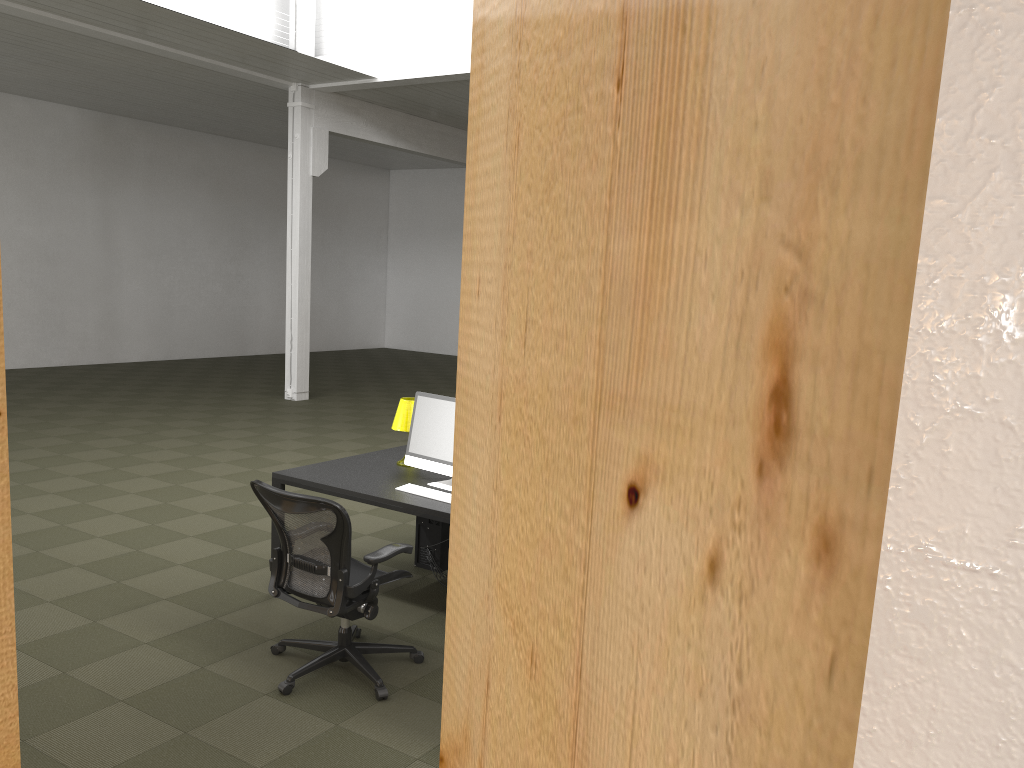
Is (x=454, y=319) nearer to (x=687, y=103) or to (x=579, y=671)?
(x=579, y=671)

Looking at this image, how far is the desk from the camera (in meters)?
4.75

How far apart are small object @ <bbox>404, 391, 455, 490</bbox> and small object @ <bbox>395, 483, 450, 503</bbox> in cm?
18

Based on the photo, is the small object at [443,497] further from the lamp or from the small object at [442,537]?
the small object at [442,537]

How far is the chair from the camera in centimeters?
392cm

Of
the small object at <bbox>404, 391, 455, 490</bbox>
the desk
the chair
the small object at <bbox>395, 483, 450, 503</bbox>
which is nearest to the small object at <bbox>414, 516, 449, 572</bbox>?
the desk

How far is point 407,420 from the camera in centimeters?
557cm

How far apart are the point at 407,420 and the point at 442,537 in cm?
87

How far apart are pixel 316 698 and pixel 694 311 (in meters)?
3.85

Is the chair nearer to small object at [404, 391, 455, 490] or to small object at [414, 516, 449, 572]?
small object at [404, 391, 455, 490]
